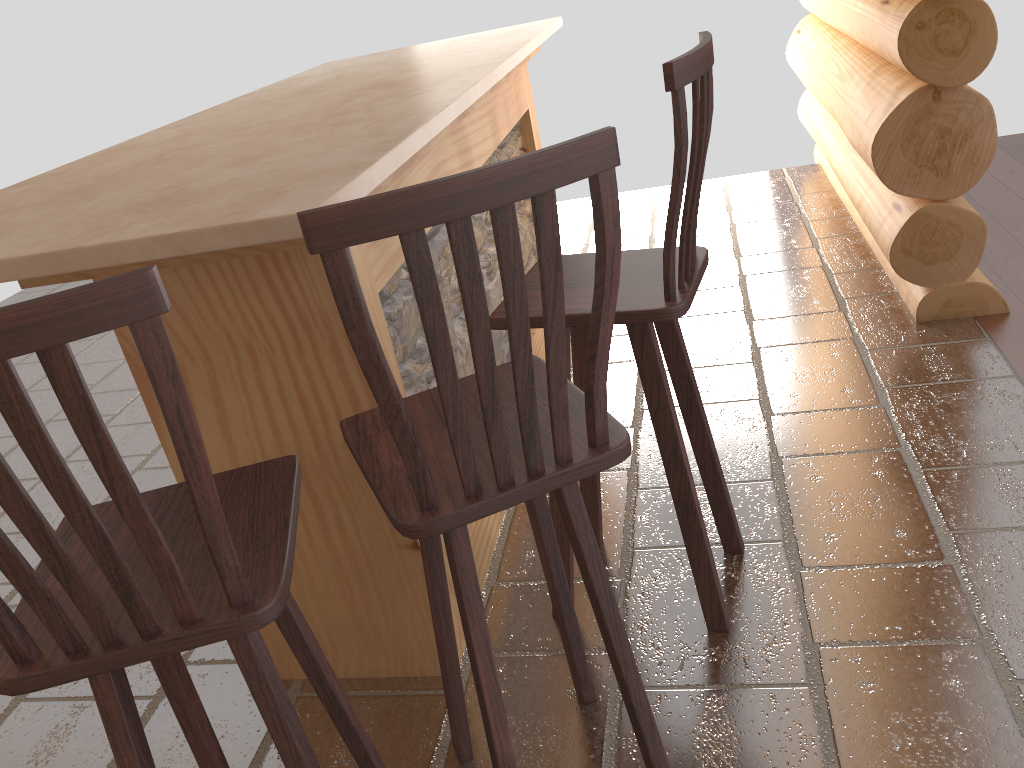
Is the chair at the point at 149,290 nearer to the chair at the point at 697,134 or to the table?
the table

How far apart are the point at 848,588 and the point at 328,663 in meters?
1.3 m

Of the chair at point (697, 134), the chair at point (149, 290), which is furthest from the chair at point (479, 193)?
the chair at point (697, 134)

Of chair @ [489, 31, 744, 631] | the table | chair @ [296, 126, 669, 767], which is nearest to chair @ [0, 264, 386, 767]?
chair @ [296, 126, 669, 767]

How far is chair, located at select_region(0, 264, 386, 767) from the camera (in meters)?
0.91

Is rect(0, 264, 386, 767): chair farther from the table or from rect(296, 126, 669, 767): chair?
the table

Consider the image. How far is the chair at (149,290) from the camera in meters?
0.9

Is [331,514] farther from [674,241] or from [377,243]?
[674,241]

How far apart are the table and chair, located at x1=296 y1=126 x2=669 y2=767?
0.25m

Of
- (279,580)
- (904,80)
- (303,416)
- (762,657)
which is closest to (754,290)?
(904,80)
